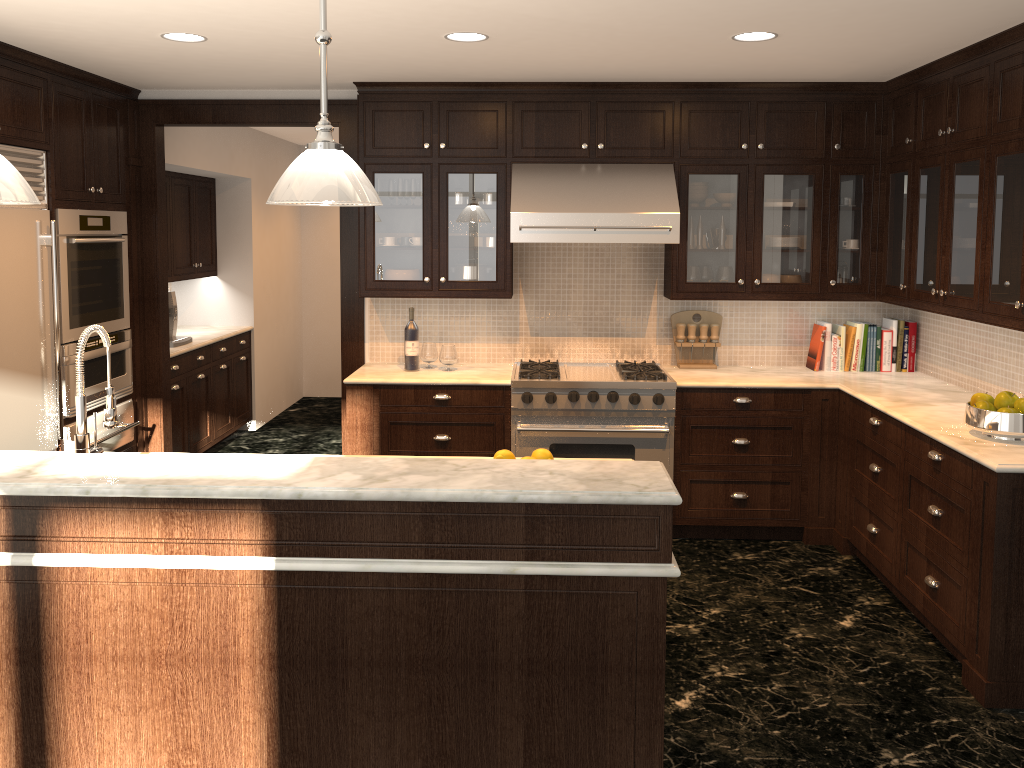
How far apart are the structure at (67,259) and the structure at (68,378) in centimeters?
3cm

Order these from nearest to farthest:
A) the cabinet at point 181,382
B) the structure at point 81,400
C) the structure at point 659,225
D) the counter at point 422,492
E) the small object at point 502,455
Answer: the counter at point 422,492
the structure at point 81,400
the small object at point 502,455
the structure at point 659,225
the cabinet at point 181,382

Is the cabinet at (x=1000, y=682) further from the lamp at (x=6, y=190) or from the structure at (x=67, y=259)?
the lamp at (x=6, y=190)

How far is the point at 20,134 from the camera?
4.17m

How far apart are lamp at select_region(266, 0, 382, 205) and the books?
3.6 meters

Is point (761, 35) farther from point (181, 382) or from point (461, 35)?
point (181, 382)

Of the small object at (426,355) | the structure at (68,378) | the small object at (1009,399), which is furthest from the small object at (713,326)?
the structure at (68,378)

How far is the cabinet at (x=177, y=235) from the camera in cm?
666

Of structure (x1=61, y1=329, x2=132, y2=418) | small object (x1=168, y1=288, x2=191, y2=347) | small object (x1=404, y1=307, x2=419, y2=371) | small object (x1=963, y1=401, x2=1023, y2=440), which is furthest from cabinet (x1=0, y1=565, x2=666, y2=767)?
small object (x1=168, y1=288, x2=191, y2=347)

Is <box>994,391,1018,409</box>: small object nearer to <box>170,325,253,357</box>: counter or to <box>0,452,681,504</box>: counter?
<box>0,452,681,504</box>: counter
